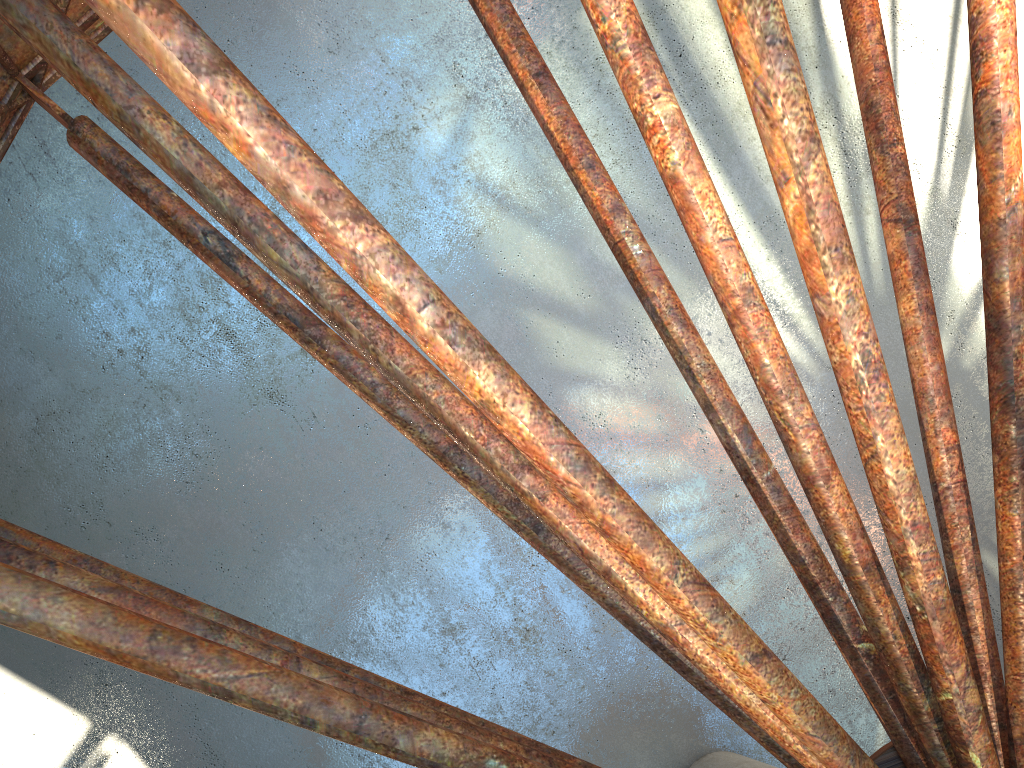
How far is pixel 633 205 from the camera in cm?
2085
